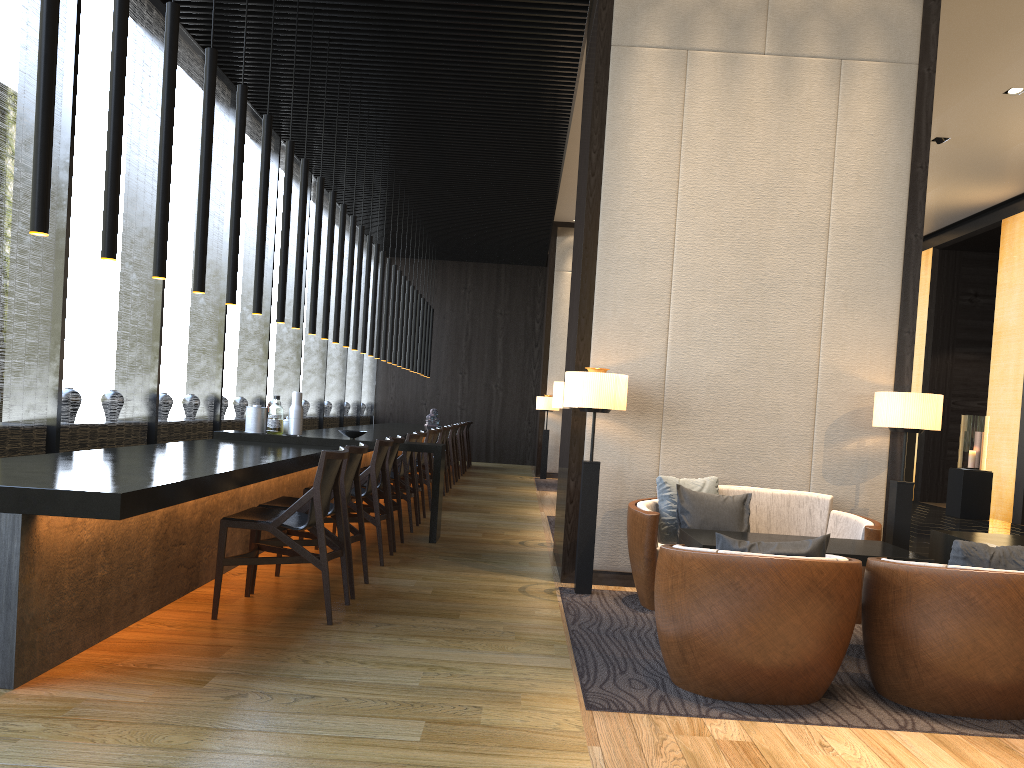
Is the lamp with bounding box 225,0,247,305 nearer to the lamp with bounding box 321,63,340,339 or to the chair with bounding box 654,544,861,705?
the lamp with bounding box 321,63,340,339

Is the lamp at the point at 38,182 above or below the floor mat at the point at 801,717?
above

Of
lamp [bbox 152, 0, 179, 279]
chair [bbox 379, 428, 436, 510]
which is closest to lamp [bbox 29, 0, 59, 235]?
lamp [bbox 152, 0, 179, 279]

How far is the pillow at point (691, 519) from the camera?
5.02m

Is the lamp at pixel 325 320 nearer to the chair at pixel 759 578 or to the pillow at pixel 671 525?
the pillow at pixel 671 525

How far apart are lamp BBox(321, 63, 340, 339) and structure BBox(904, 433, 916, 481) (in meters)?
4.70

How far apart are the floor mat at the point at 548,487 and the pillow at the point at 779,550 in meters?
9.2

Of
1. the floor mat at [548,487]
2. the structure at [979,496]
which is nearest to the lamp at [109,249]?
the floor mat at [548,487]

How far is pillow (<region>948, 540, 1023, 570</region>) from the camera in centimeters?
324cm

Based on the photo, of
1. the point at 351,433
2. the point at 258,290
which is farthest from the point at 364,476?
the point at 258,290
